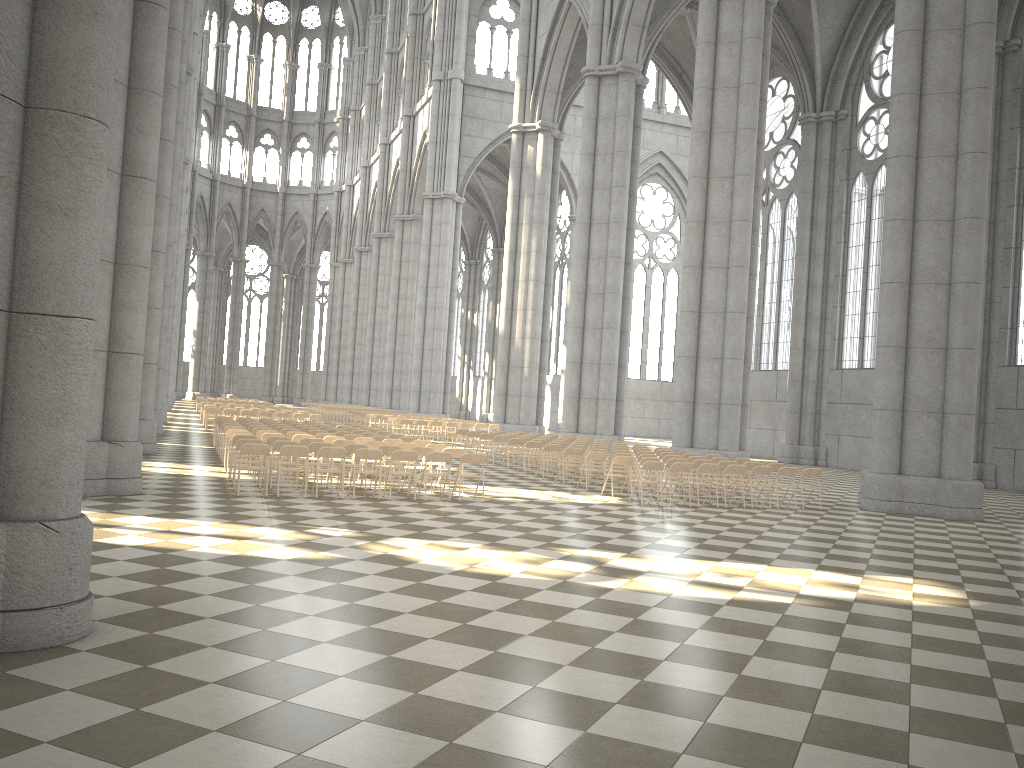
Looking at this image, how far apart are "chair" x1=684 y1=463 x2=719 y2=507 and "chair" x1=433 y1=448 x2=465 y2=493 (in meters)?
4.42

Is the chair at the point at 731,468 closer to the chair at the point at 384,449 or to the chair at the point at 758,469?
the chair at the point at 758,469

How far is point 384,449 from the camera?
15.4m

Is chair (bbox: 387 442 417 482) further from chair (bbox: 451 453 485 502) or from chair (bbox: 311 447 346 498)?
chair (bbox: 311 447 346 498)

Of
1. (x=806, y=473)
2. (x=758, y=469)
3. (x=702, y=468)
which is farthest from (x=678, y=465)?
(x=806, y=473)

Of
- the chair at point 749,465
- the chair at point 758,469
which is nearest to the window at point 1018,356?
the chair at point 749,465

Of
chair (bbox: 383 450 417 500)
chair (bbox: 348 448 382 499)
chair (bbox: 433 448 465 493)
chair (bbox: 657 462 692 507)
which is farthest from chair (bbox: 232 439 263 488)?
chair (bbox: 657 462 692 507)

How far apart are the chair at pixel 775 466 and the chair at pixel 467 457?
6.8 meters

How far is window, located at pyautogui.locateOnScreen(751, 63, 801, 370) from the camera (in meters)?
38.35

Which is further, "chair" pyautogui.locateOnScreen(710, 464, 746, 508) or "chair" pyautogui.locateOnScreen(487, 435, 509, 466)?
"chair" pyautogui.locateOnScreen(487, 435, 509, 466)
